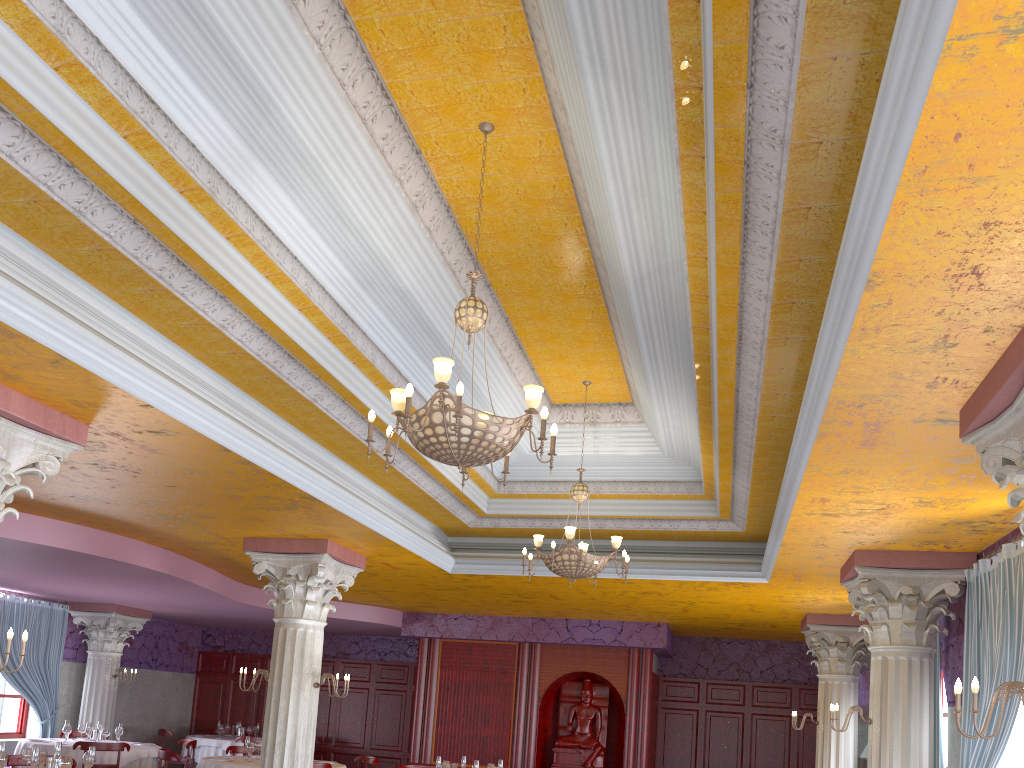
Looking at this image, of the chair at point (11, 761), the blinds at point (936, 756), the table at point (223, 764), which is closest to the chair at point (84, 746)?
the table at point (223, 764)

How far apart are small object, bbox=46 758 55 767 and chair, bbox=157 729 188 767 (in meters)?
9.43

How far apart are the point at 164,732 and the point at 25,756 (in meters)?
8.79

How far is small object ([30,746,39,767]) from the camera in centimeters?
720cm

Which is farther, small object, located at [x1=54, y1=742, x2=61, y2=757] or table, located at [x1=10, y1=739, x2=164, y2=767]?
table, located at [x1=10, y1=739, x2=164, y2=767]

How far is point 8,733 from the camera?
14.6m

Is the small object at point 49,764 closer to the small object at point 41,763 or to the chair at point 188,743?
the small object at point 41,763

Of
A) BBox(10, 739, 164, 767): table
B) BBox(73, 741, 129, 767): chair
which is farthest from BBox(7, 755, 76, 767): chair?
BBox(10, 739, 164, 767): table

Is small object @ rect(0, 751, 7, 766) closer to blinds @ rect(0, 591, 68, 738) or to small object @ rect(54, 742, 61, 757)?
small object @ rect(54, 742, 61, 757)

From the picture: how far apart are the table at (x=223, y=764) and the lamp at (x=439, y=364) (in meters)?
7.19
